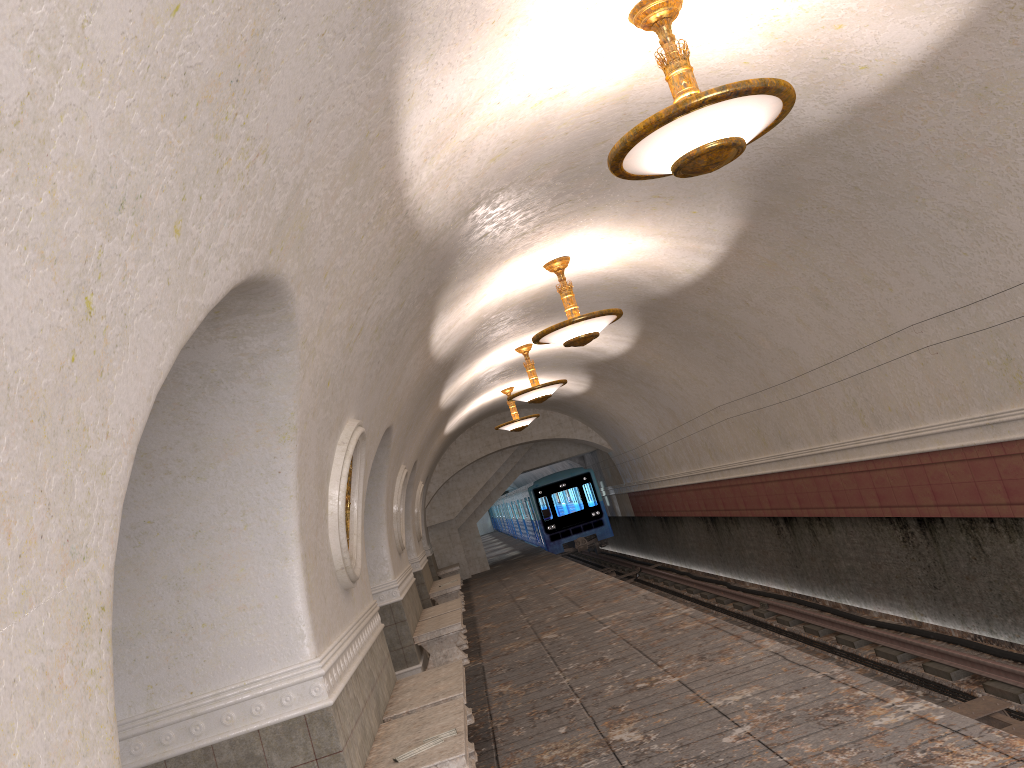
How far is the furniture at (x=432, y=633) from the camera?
10.7m

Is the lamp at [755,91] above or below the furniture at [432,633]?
above

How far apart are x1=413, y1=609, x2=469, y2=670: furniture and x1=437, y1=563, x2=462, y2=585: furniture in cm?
1097

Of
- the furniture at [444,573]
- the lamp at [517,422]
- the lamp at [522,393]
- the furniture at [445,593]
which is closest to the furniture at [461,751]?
the lamp at [522,393]

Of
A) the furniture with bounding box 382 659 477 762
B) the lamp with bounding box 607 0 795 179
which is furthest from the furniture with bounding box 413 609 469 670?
the lamp with bounding box 607 0 795 179

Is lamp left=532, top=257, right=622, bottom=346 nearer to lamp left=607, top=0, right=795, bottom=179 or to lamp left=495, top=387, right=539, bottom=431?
lamp left=607, top=0, right=795, bottom=179

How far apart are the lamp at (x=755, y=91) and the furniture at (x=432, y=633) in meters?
7.2 m

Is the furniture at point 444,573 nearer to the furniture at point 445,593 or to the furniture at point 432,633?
the furniture at point 445,593

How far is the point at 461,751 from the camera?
4.85m

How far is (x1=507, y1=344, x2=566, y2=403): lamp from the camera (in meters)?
13.76
